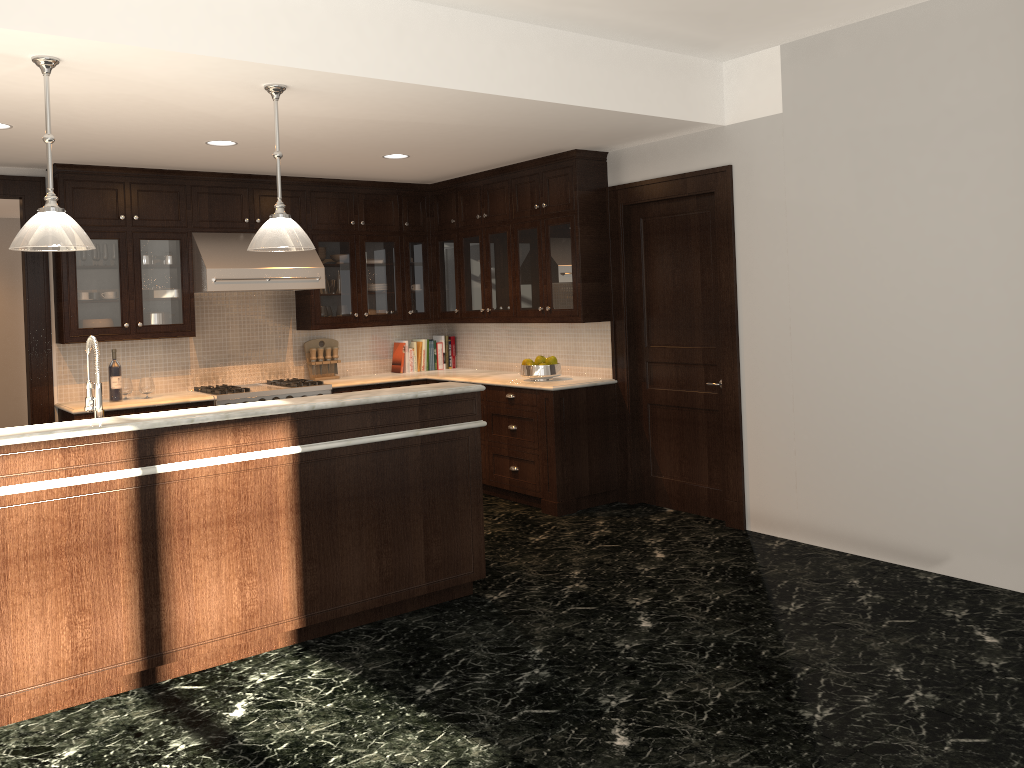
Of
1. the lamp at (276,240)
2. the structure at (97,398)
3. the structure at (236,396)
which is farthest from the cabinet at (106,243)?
the lamp at (276,240)

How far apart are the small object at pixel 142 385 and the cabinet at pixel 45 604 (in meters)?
2.94

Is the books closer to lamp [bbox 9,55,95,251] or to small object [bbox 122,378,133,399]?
small object [bbox 122,378,133,399]

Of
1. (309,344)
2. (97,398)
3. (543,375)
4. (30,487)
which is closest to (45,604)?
(30,487)

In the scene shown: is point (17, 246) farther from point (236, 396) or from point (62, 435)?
point (236, 396)

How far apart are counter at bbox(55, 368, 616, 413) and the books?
0.20m

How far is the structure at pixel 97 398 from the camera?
3.88m

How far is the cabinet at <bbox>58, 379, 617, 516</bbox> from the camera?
6.3 meters

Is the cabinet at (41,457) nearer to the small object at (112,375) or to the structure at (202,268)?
the structure at (202,268)

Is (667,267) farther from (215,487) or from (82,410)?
(82,410)
